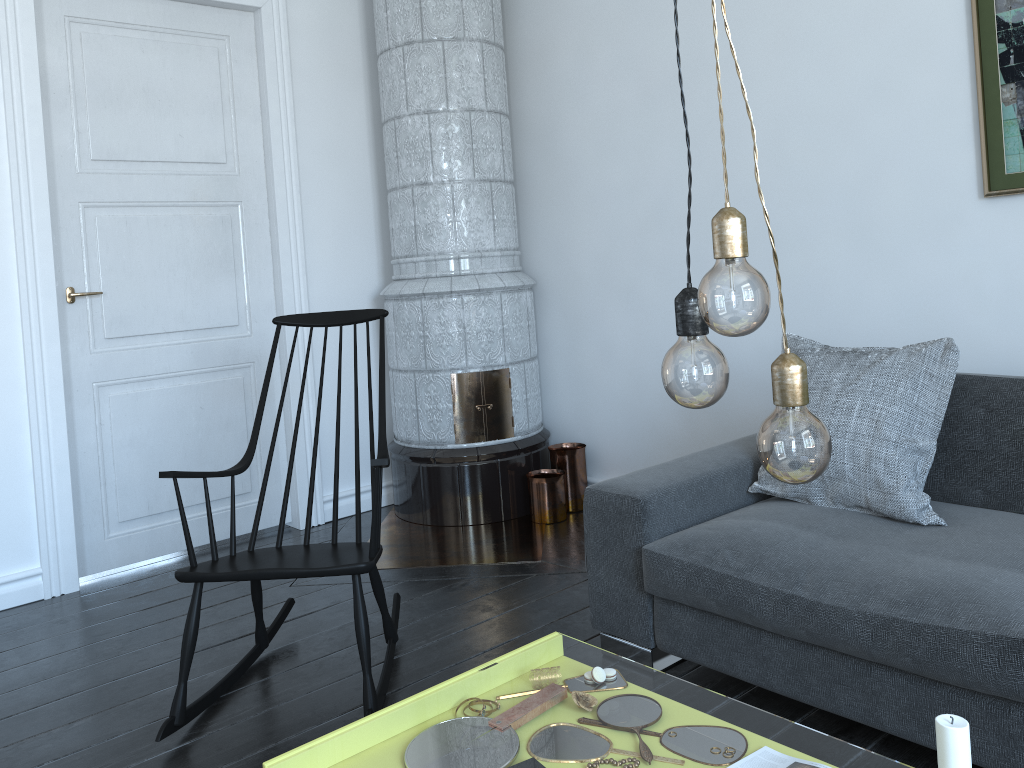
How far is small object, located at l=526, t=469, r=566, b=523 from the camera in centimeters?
385cm

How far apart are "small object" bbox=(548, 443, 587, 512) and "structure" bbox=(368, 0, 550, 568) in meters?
0.0 m

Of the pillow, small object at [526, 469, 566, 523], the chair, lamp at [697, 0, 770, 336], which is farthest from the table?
small object at [526, 469, 566, 523]

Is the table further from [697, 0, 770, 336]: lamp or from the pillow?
the pillow

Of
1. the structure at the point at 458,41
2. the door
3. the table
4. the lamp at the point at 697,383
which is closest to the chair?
the structure at the point at 458,41

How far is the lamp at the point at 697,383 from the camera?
0.95m

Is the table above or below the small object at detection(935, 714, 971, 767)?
below

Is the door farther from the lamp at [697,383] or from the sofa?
the lamp at [697,383]

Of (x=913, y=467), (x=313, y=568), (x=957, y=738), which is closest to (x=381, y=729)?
(x=313, y=568)

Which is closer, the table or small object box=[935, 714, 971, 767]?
small object box=[935, 714, 971, 767]
